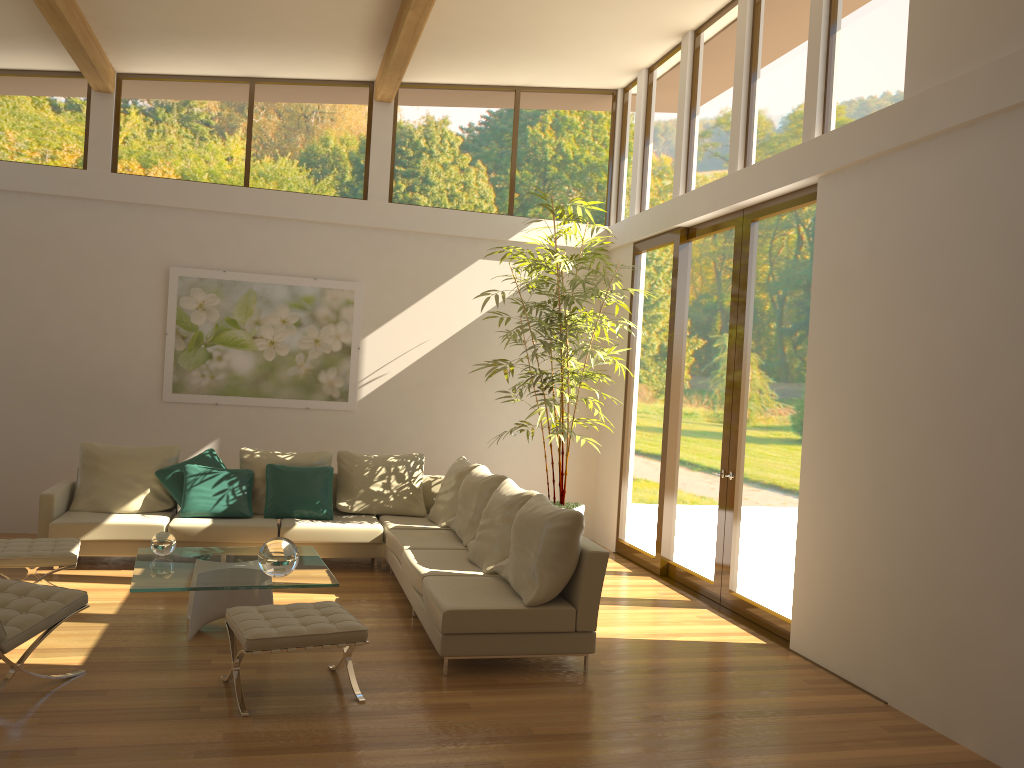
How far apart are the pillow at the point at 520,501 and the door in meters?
1.7 m

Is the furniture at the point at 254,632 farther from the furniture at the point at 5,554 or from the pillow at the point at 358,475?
the pillow at the point at 358,475

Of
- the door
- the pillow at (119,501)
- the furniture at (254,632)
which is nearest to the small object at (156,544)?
the furniture at (254,632)

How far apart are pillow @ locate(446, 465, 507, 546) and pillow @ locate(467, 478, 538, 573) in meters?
0.2 m

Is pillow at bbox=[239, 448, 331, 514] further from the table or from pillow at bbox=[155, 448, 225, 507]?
the table

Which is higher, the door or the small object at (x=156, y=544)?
the door

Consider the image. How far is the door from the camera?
6.2m

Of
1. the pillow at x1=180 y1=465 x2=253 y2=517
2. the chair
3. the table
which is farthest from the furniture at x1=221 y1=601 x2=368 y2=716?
the pillow at x1=180 y1=465 x2=253 y2=517

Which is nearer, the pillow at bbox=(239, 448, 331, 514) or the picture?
the pillow at bbox=(239, 448, 331, 514)

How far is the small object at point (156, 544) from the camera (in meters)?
5.67
